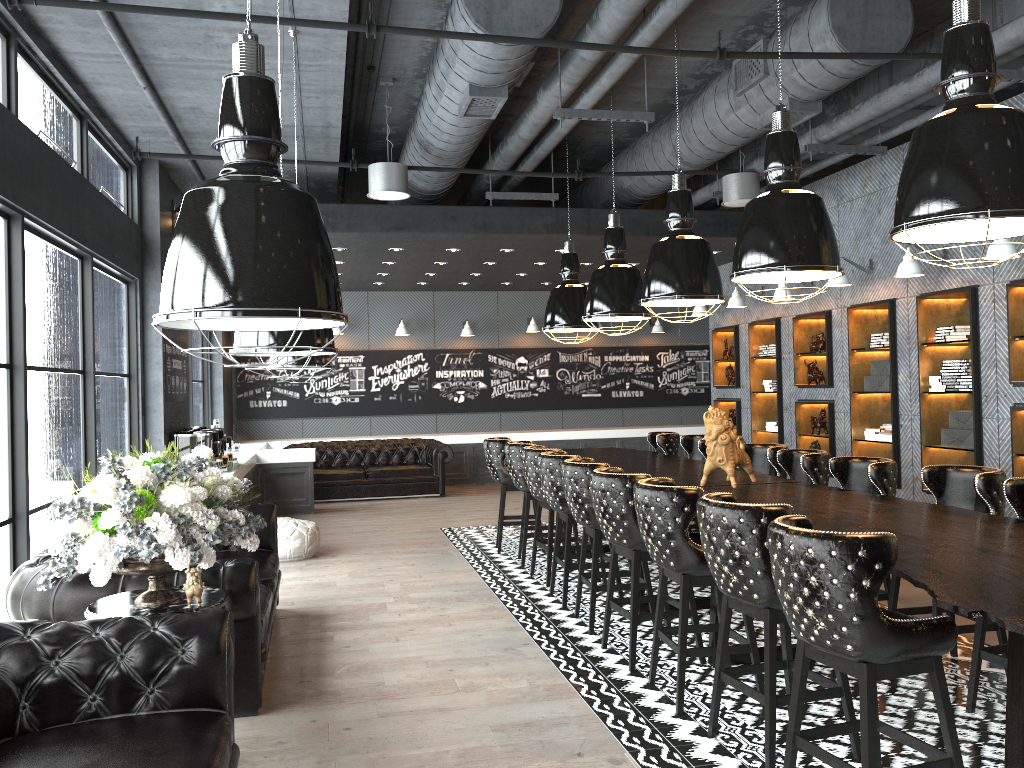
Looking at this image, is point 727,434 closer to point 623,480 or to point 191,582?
point 623,480

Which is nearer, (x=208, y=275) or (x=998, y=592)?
(x=208, y=275)

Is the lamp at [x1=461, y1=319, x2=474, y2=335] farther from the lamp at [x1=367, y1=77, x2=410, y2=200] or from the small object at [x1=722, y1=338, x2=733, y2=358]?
the lamp at [x1=367, y1=77, x2=410, y2=200]

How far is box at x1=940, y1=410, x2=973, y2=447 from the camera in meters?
7.8

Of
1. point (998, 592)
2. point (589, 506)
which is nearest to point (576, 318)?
point (589, 506)

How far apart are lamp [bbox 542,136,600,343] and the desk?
1.2m

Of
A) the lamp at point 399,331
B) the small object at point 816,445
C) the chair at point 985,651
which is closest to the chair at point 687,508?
the chair at point 985,651

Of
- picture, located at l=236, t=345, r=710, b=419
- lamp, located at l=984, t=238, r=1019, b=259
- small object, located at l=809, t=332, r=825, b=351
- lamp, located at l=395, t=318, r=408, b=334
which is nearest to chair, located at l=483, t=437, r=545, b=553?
small object, located at l=809, t=332, r=825, b=351

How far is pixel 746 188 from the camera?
8.3 meters

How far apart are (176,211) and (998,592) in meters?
8.4
